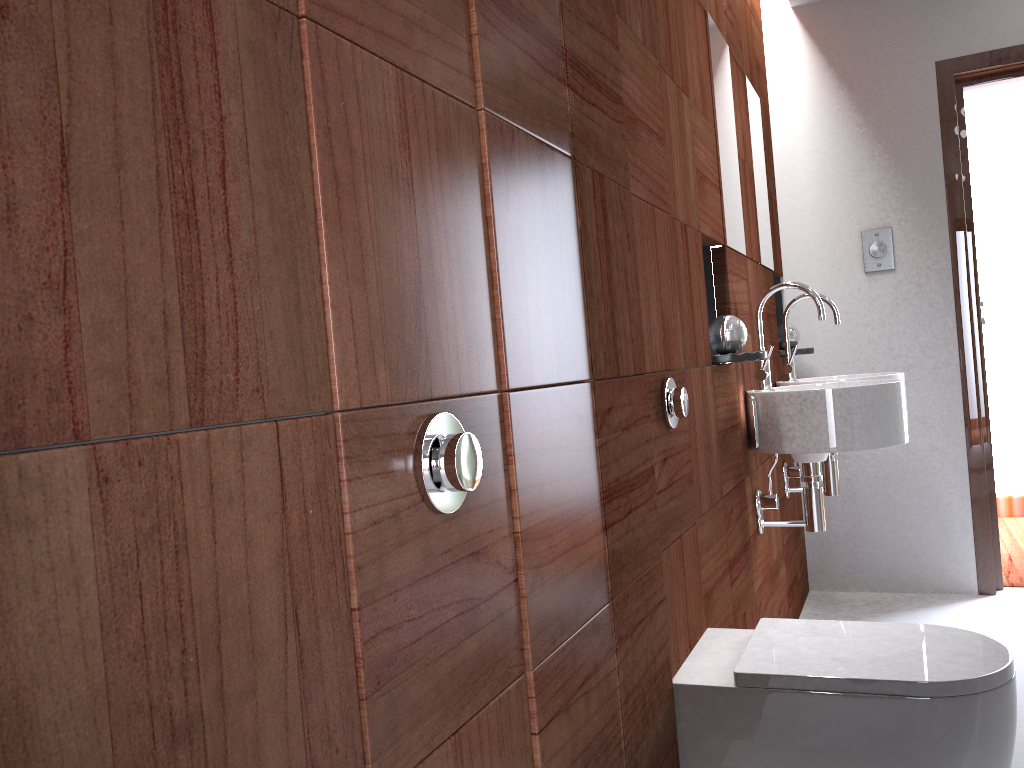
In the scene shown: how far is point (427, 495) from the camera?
0.8 meters

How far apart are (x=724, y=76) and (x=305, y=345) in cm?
76

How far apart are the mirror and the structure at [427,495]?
0.4 meters

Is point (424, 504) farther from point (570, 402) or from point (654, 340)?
point (654, 340)

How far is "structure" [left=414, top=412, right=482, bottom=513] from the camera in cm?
82

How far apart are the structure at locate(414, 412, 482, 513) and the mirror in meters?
0.4 m

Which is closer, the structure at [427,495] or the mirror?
the structure at [427,495]

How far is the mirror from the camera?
1.1 meters

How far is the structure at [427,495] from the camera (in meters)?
0.82
